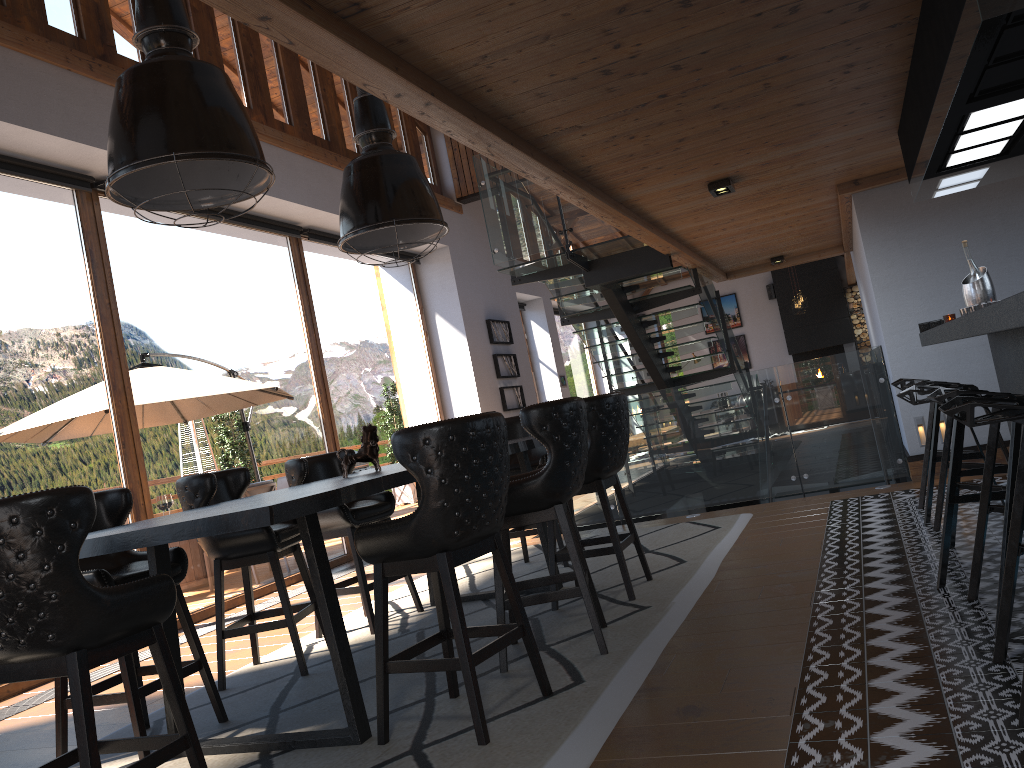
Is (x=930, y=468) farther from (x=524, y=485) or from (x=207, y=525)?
(x=207, y=525)

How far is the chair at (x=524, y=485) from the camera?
3.7 meters

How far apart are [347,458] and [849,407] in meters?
4.4

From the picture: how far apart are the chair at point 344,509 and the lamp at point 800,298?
13.3m

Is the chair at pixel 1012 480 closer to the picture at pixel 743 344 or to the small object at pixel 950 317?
the small object at pixel 950 317

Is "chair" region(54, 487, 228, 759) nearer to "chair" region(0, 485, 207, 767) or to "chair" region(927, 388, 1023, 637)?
"chair" region(0, 485, 207, 767)

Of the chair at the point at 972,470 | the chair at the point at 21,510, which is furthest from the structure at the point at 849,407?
the chair at the point at 21,510

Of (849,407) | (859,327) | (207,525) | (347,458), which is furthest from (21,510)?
(859,327)

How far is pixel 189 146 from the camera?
3.2 meters

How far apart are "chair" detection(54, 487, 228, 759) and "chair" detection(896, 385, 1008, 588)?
3.09m
